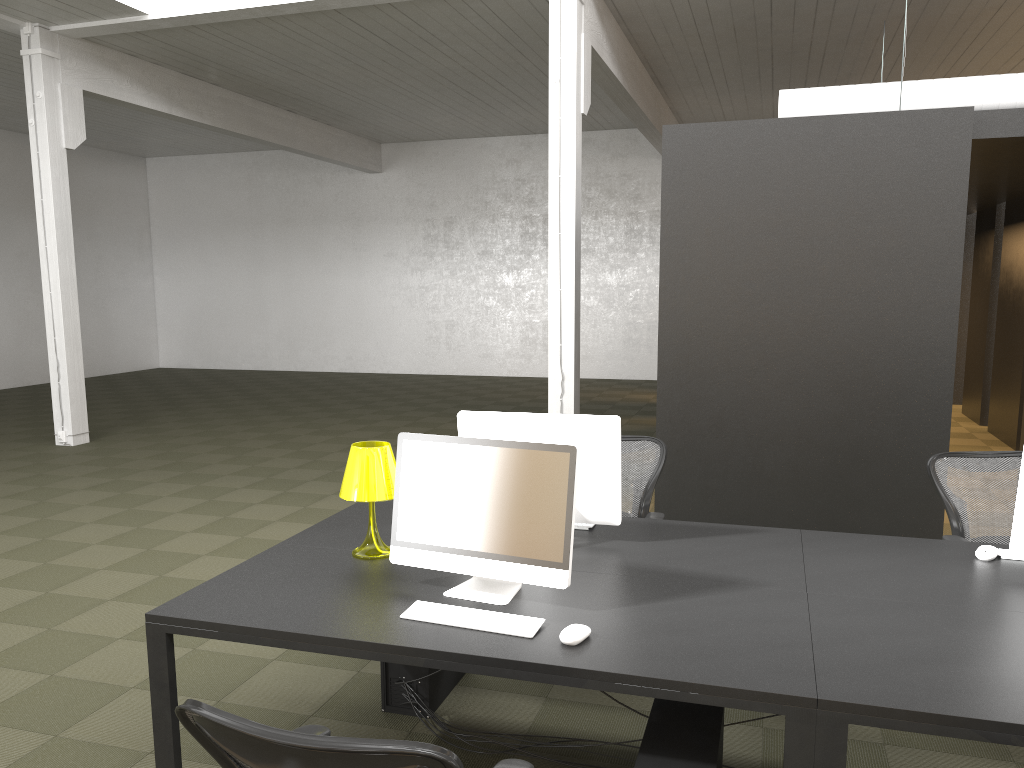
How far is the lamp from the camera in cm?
324

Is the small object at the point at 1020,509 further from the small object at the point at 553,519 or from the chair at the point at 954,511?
the small object at the point at 553,519

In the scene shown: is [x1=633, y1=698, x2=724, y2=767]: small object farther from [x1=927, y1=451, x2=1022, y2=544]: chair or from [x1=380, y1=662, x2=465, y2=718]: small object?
[x1=927, y1=451, x2=1022, y2=544]: chair

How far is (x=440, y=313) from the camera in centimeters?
1770cm

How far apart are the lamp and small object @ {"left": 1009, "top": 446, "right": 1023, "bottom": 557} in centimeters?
219cm

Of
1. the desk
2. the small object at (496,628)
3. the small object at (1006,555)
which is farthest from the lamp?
the small object at (1006,555)

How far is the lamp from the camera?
3.2m

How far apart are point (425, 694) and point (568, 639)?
1.3 meters

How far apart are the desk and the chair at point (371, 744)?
0.36m

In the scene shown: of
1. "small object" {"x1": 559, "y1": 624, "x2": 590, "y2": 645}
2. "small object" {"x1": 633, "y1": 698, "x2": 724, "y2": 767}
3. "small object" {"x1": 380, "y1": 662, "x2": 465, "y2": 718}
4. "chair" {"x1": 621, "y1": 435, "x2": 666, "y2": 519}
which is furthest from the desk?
"small object" {"x1": 380, "y1": 662, "x2": 465, "y2": 718}
